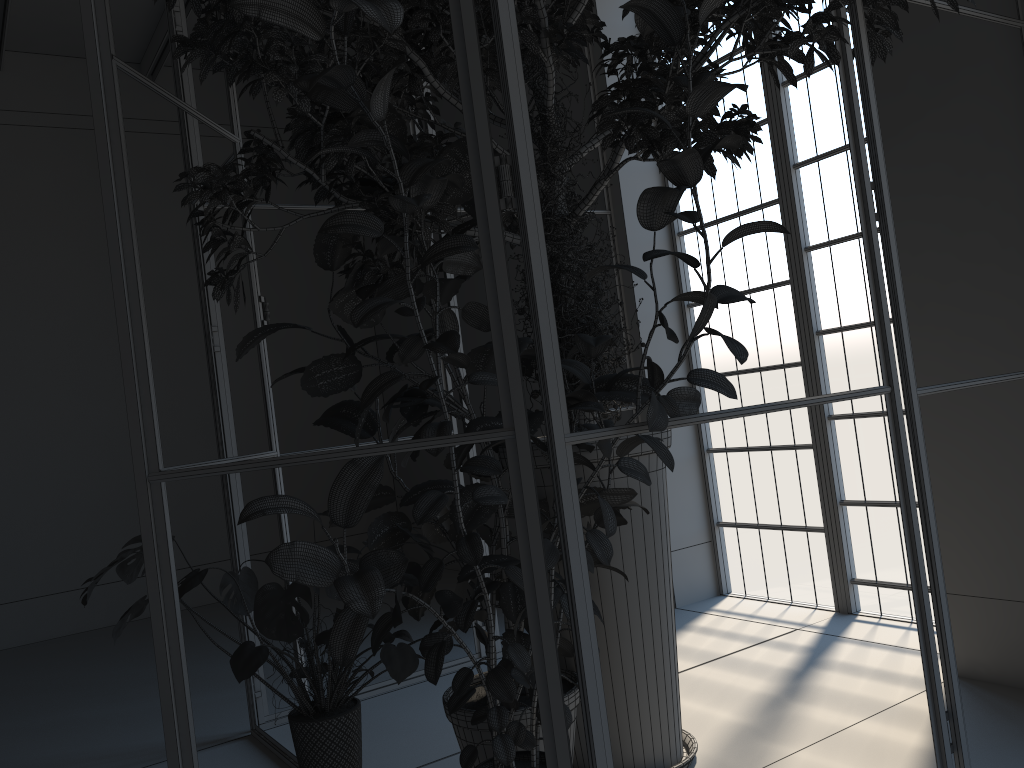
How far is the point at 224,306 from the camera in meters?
7.2

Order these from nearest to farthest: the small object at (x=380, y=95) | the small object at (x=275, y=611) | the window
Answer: the small object at (x=380, y=95)
the small object at (x=275, y=611)
the window

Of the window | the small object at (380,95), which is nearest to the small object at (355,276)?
the small object at (380,95)

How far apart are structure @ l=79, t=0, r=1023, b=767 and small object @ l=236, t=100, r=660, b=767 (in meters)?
0.14

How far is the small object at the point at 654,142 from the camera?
2.31m

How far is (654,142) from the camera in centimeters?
231cm

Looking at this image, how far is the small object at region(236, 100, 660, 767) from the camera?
2.5m

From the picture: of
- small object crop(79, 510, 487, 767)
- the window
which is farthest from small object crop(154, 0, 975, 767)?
the window

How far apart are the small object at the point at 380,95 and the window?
2.1 meters

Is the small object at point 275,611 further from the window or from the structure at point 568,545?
the window
